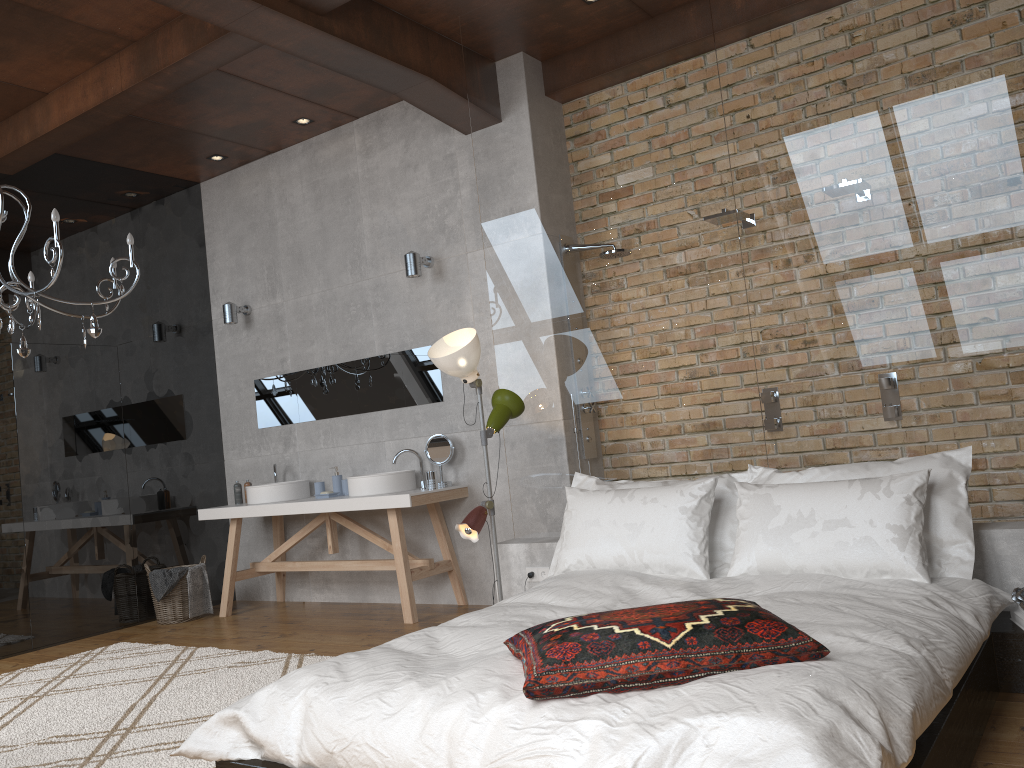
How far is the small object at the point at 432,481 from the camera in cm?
546

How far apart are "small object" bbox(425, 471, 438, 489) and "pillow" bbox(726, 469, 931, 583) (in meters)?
2.37

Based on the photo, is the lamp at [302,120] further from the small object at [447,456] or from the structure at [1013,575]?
the structure at [1013,575]

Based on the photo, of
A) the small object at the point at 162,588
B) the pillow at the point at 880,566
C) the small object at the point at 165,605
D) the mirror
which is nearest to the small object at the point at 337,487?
the mirror

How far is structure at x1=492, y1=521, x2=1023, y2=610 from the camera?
3.21m

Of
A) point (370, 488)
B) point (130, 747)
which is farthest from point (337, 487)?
point (130, 747)

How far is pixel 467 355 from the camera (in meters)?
4.17

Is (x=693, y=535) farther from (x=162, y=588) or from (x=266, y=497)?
(x=162, y=588)

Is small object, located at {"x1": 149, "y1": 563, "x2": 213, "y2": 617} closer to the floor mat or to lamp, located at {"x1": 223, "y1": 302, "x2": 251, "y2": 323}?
the floor mat

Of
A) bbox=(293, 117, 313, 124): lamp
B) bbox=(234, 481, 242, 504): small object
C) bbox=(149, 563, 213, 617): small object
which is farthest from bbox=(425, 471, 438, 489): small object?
bbox=(293, 117, 313, 124): lamp
